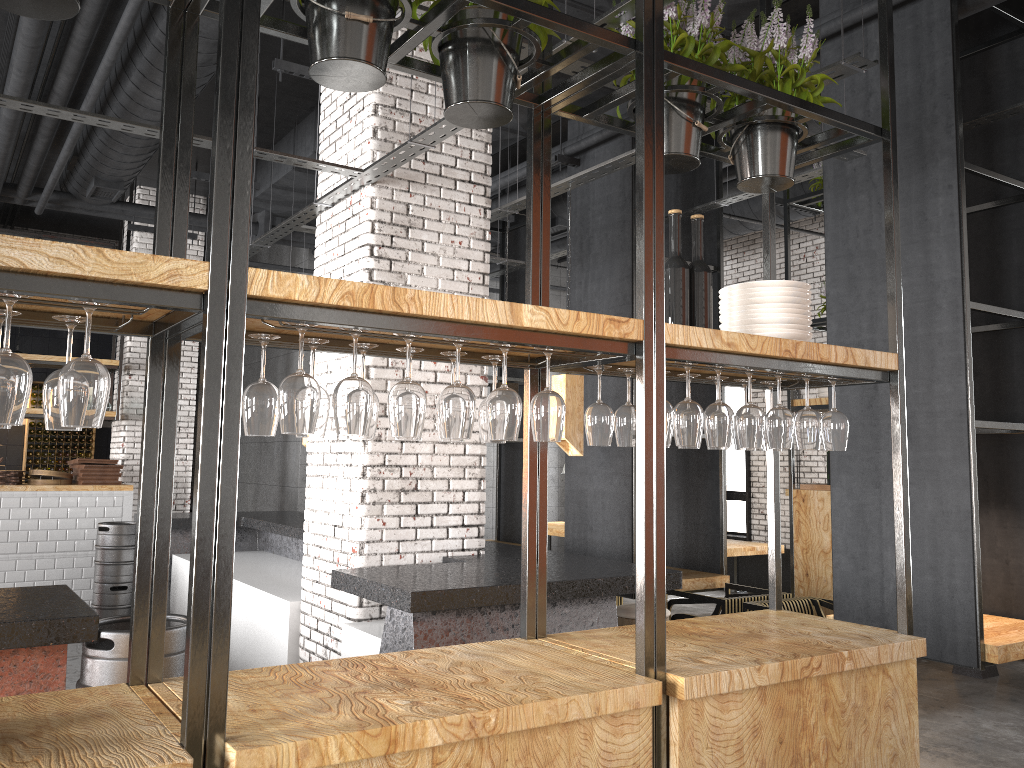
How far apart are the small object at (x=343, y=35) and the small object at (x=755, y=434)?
1.5m

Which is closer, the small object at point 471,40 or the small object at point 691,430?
the small object at point 471,40

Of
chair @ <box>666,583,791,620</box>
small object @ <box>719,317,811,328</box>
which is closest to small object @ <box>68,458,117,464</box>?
Result: chair @ <box>666,583,791,620</box>

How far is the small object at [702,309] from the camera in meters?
3.1

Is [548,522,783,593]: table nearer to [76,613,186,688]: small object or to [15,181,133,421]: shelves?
[15,181,133,421]: shelves

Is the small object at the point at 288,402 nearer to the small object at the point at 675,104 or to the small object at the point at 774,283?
the small object at the point at 675,104

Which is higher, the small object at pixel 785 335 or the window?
the small object at pixel 785 335

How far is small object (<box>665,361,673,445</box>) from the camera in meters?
2.7

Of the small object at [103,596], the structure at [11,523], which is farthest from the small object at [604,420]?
the structure at [11,523]

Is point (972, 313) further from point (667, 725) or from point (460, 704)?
point (460, 704)
